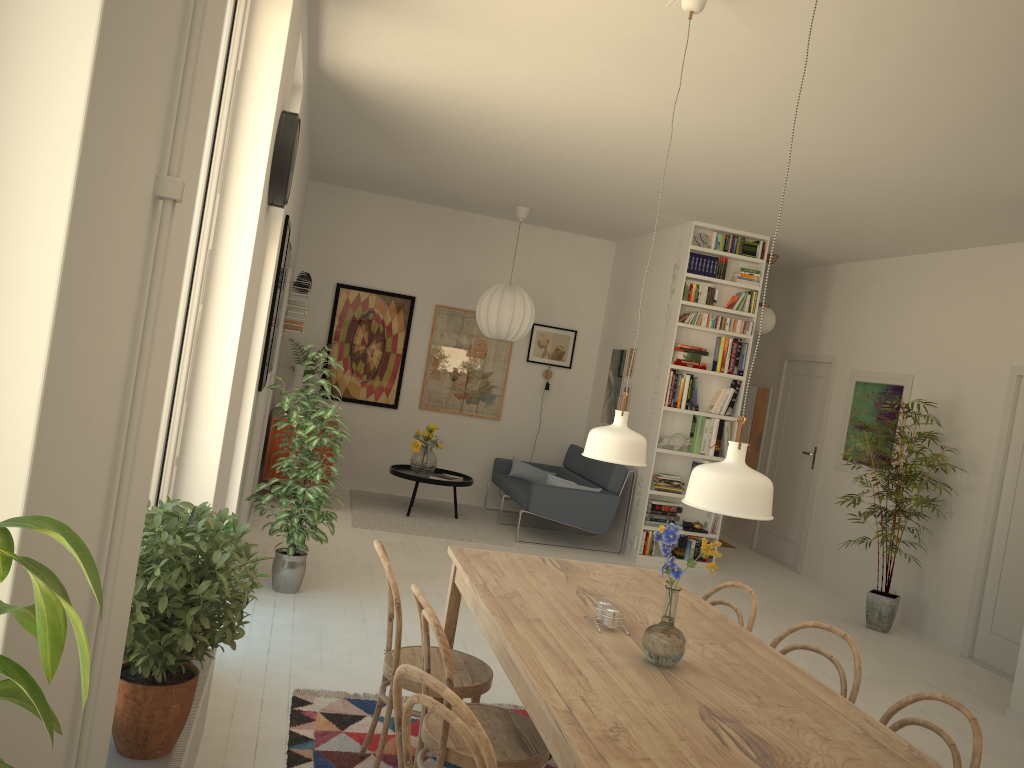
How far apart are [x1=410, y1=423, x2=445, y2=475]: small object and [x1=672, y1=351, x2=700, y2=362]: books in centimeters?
225cm

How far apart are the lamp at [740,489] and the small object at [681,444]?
5.3m

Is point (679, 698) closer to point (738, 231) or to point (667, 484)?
point (667, 484)

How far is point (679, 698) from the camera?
2.2m

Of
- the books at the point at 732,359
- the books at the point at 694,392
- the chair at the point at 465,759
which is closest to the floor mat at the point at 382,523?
the books at the point at 694,392

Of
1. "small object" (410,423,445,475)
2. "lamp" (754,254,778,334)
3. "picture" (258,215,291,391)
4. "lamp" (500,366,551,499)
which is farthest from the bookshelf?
"picture" (258,215,291,391)

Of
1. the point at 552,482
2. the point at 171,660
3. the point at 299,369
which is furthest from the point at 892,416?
the point at 171,660

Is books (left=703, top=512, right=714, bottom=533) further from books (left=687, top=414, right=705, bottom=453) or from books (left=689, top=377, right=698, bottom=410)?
books (left=689, top=377, right=698, bottom=410)

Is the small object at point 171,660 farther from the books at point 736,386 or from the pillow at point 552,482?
the books at point 736,386

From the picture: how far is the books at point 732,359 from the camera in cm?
754
